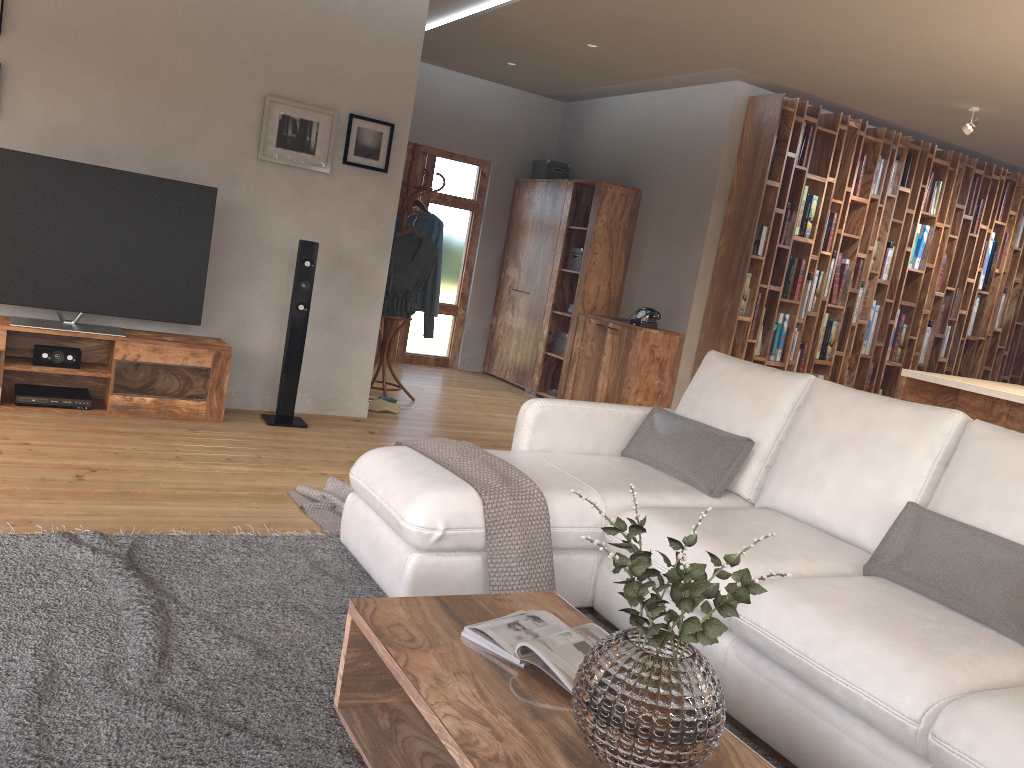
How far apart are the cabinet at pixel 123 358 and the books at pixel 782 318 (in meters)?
4.19

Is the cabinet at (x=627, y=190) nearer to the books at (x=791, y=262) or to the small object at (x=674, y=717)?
the books at (x=791, y=262)

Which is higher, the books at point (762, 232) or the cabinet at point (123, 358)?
the books at point (762, 232)

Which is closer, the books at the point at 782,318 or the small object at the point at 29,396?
the small object at the point at 29,396

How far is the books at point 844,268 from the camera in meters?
7.2

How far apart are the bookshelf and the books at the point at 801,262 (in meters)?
0.06

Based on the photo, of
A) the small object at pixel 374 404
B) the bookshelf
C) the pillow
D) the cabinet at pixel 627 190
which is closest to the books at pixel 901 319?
the bookshelf

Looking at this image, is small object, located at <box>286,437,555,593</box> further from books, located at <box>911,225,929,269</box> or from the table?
books, located at <box>911,225,929,269</box>

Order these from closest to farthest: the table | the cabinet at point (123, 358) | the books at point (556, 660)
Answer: the table, the books at point (556, 660), the cabinet at point (123, 358)

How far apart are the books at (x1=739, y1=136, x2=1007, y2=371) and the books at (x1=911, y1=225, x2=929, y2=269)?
1.50m
